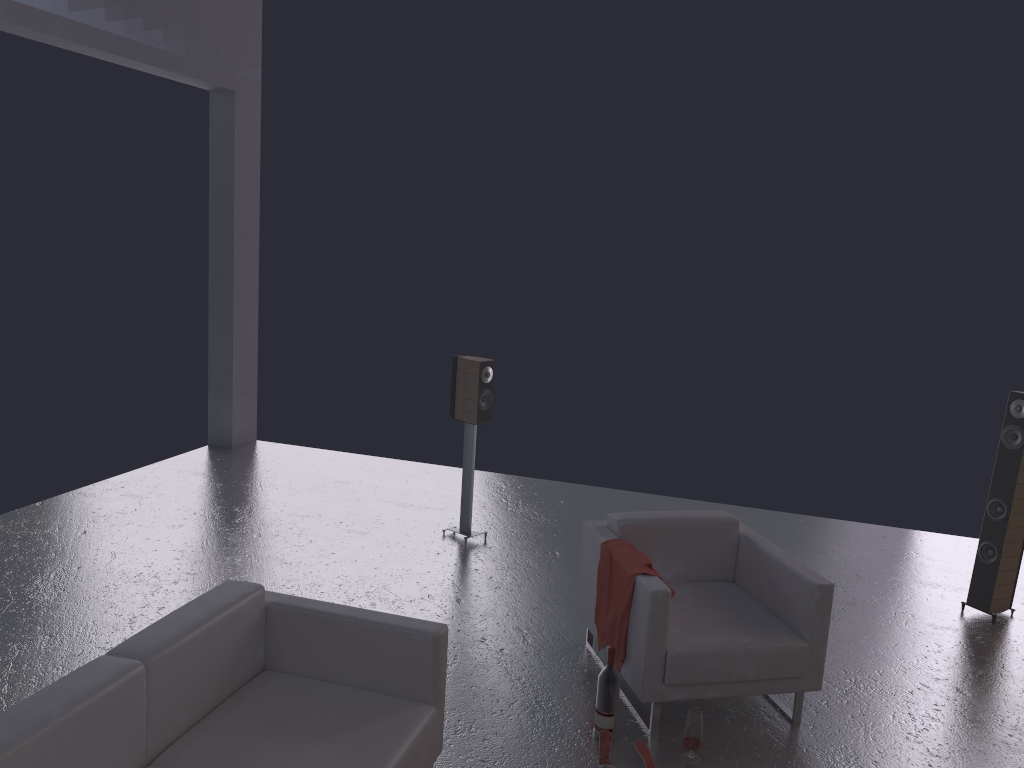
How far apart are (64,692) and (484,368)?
4.00m

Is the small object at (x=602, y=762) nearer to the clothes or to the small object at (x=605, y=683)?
the small object at (x=605, y=683)

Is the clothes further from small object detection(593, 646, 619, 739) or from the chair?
small object detection(593, 646, 619, 739)

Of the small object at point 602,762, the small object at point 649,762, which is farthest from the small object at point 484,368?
the small object at point 649,762

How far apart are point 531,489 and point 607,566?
3.6m

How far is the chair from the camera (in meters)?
4.06

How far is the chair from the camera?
4.1 meters

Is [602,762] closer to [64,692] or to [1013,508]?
[64,692]

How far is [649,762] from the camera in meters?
3.8

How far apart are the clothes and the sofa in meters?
1.1
